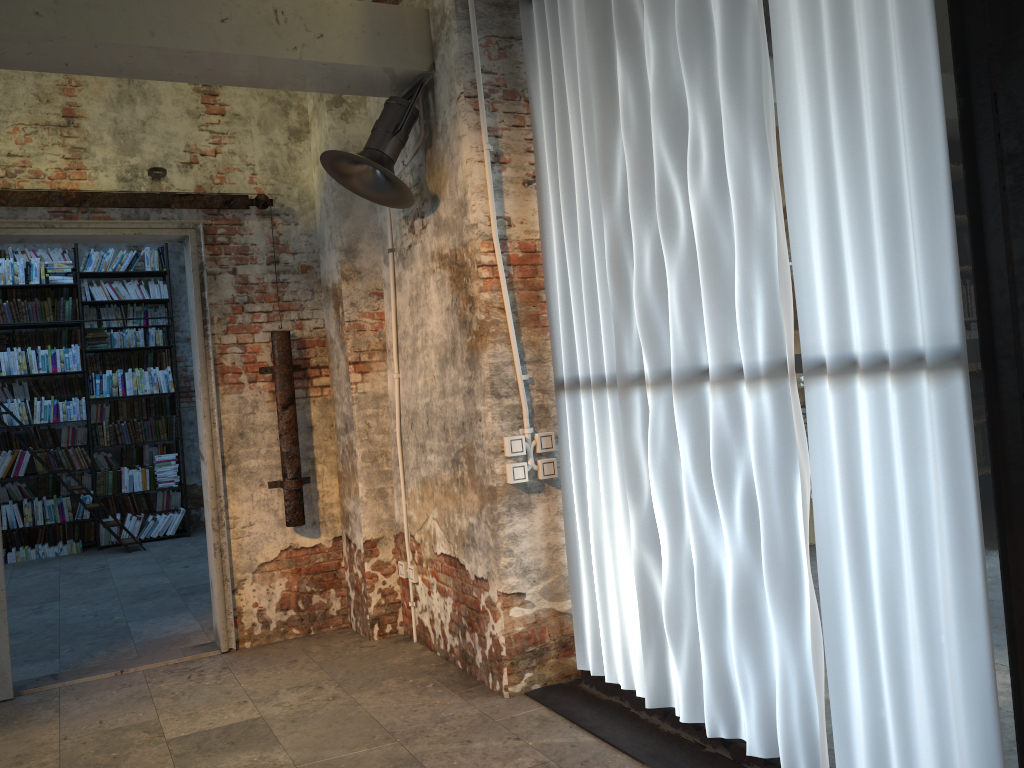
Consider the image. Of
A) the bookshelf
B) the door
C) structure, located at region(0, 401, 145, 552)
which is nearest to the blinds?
the door

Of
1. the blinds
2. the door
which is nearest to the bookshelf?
the door

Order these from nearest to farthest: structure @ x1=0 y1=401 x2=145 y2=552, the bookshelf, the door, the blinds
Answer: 1. the blinds
2. the door
3. structure @ x1=0 y1=401 x2=145 y2=552
4. the bookshelf

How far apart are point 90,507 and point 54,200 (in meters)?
4.92

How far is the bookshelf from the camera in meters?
9.0 m

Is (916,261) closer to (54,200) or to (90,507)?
(54,200)

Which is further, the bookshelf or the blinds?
the bookshelf

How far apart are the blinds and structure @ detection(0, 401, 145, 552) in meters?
6.4 m

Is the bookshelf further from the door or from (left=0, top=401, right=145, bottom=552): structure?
the door

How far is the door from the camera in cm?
465
